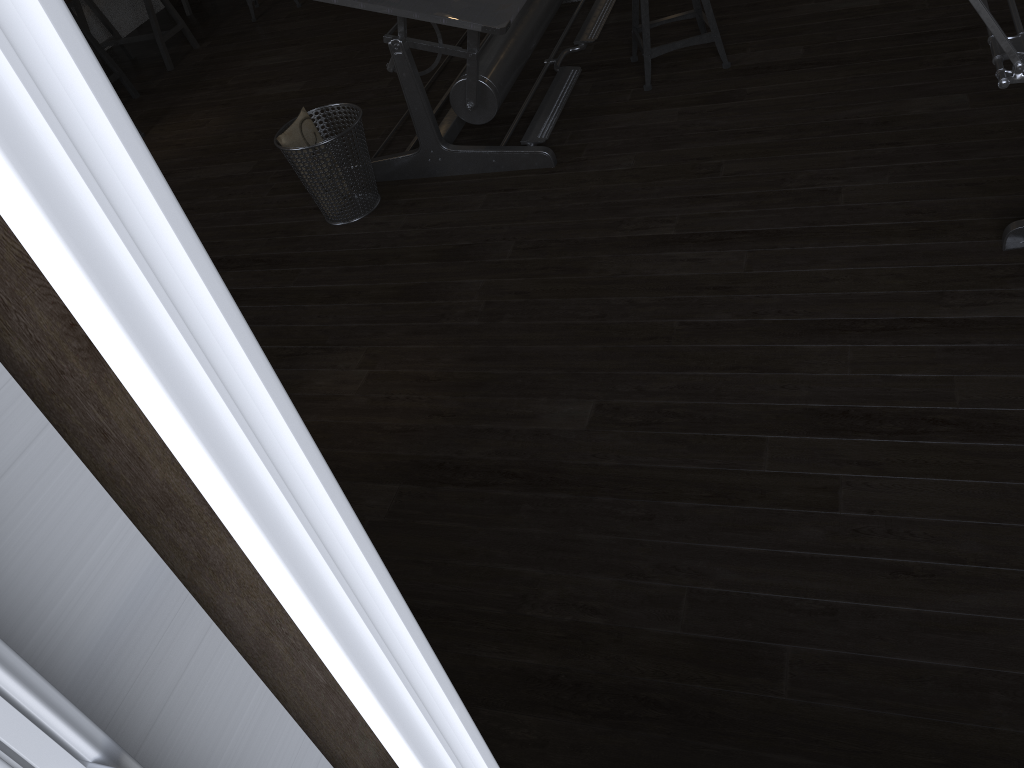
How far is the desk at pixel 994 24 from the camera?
1.46m

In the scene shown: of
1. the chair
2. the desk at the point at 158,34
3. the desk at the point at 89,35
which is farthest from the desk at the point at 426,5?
the desk at the point at 158,34

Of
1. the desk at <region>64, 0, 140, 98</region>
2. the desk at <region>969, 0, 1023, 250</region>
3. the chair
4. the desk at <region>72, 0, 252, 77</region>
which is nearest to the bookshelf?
the desk at <region>969, 0, 1023, 250</region>

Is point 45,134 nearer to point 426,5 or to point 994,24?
point 994,24

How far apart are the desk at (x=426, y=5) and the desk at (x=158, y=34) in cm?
252

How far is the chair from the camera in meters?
3.5 m

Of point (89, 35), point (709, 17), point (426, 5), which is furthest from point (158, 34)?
point (709, 17)

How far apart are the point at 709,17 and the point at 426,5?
1.23m

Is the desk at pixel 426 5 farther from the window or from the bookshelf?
the window

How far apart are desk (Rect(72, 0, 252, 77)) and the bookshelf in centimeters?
547cm
